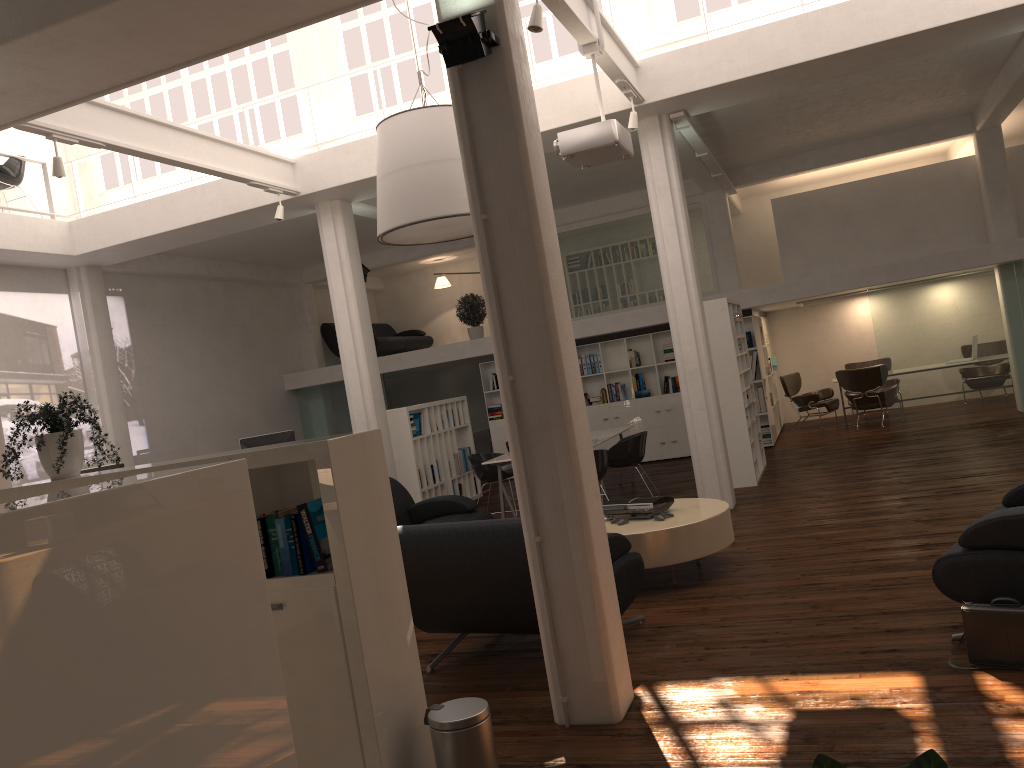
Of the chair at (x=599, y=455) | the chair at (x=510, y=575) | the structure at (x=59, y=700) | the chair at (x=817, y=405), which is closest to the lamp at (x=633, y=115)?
the chair at (x=599, y=455)

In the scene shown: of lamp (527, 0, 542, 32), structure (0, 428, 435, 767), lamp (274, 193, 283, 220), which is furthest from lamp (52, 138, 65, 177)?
lamp (527, 0, 542, 32)

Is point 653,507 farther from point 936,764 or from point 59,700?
point 59,700

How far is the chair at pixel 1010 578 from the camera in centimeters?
512cm

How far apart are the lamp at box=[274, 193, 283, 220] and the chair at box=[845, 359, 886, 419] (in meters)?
13.19

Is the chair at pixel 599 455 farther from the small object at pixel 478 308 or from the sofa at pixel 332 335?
the sofa at pixel 332 335

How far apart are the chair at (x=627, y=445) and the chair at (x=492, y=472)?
1.63m

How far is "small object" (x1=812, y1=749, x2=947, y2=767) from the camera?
2.3m

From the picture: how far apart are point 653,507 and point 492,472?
5.3 meters

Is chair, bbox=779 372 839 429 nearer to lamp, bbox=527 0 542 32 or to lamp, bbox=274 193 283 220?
lamp, bbox=274 193 283 220
